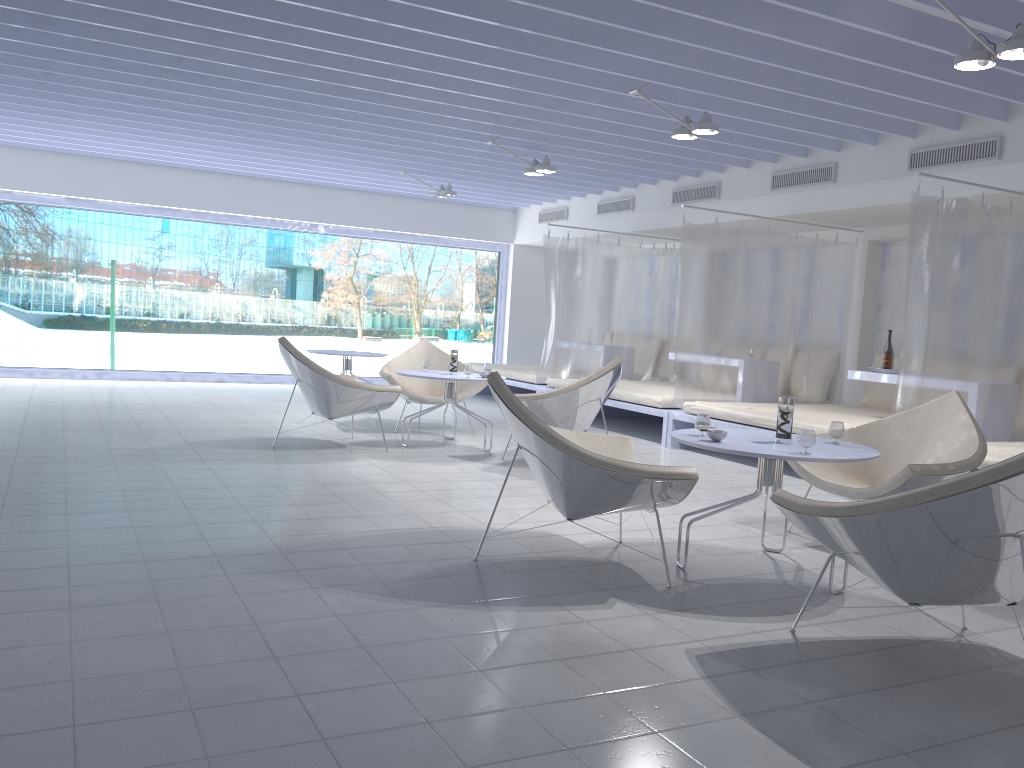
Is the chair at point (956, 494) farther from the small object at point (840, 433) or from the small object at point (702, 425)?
the small object at point (840, 433)

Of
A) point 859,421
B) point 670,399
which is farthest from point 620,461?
point 670,399

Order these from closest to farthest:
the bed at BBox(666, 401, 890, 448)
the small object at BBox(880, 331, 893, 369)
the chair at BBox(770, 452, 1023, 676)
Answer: the chair at BBox(770, 452, 1023, 676)
the bed at BBox(666, 401, 890, 448)
the small object at BBox(880, 331, 893, 369)

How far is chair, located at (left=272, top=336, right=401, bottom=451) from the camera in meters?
5.9

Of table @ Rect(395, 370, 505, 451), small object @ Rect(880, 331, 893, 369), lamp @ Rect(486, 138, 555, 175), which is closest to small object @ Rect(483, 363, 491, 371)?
table @ Rect(395, 370, 505, 451)

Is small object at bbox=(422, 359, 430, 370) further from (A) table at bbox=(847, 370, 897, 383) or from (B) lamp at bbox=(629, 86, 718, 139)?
(A) table at bbox=(847, 370, 897, 383)

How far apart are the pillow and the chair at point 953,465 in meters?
3.3

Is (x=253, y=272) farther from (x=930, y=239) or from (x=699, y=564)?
(x=699, y=564)

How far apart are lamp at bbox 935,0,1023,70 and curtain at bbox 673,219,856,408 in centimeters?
319cm

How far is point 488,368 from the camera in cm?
675
